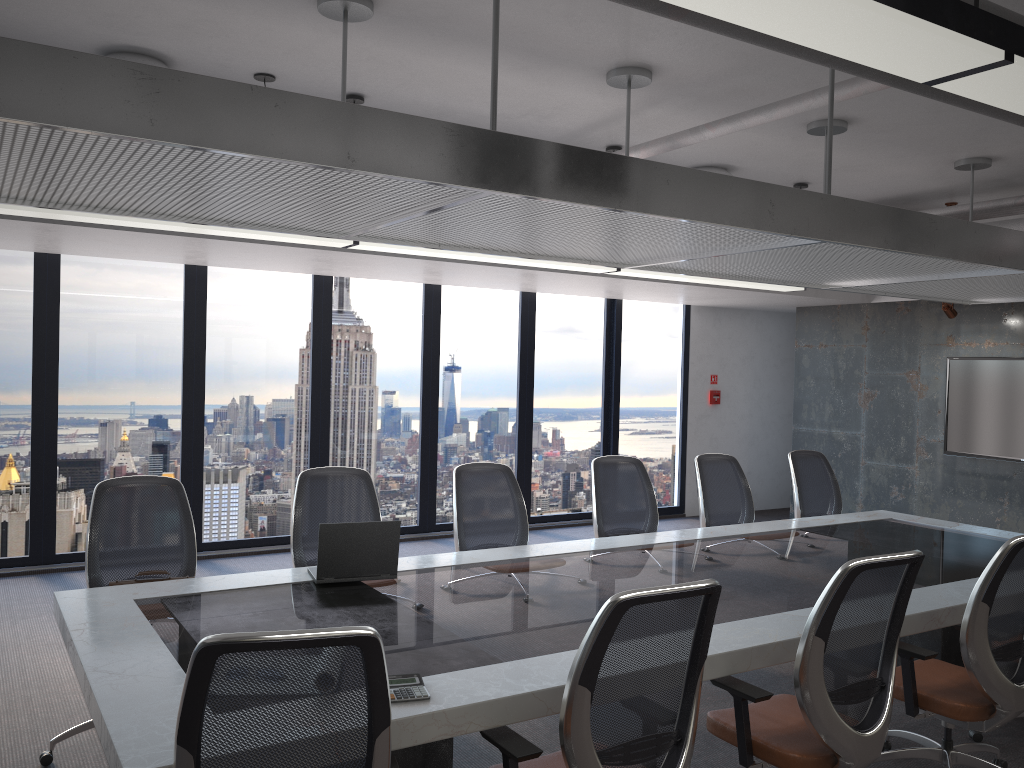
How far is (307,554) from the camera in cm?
465

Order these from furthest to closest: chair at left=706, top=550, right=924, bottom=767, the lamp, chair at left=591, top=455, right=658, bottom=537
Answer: chair at left=591, top=455, right=658, bottom=537 < chair at left=706, top=550, right=924, bottom=767 < the lamp

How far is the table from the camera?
2.6m

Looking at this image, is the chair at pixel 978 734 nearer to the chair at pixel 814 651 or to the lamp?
the chair at pixel 814 651

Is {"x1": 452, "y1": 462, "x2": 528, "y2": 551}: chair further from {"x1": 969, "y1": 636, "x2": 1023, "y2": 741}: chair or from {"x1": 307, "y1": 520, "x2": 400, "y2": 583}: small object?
{"x1": 969, "y1": 636, "x2": 1023, "y2": 741}: chair

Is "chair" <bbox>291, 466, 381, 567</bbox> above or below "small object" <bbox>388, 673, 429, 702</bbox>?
above

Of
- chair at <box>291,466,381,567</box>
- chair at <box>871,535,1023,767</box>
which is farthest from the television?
chair at <box>291,466,381,567</box>

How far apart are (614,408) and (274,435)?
3.90m

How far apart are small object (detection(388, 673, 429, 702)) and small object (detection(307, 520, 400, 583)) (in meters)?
1.29

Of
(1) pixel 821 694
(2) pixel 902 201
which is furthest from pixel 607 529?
(2) pixel 902 201
